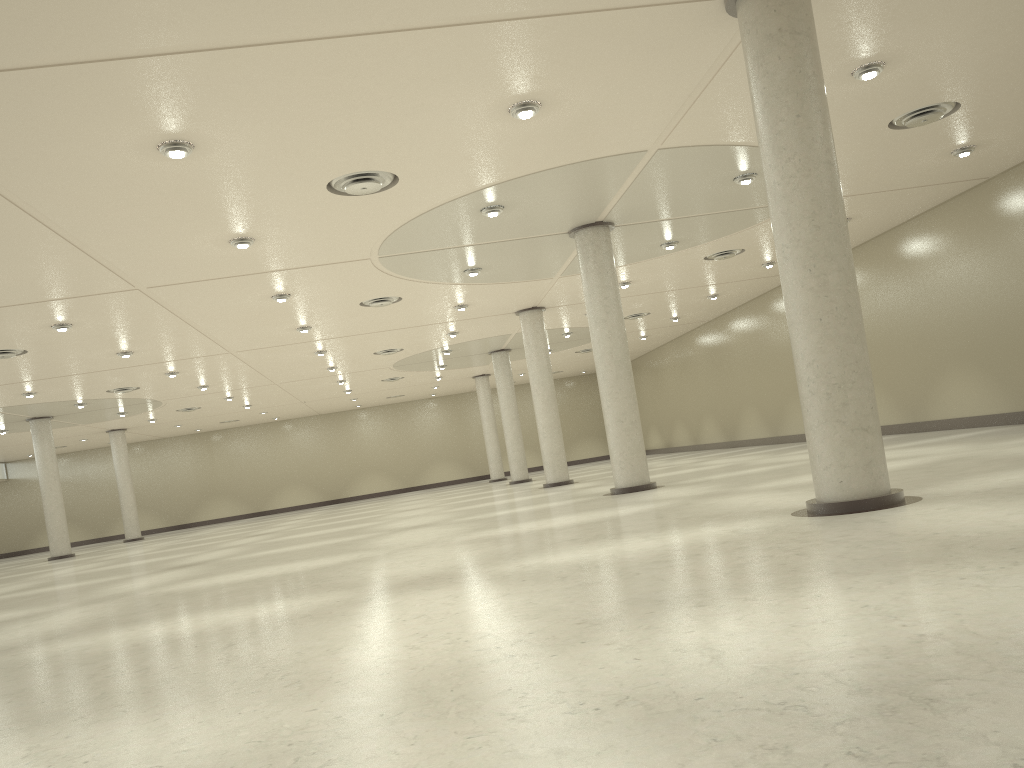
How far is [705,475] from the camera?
45.4 meters
